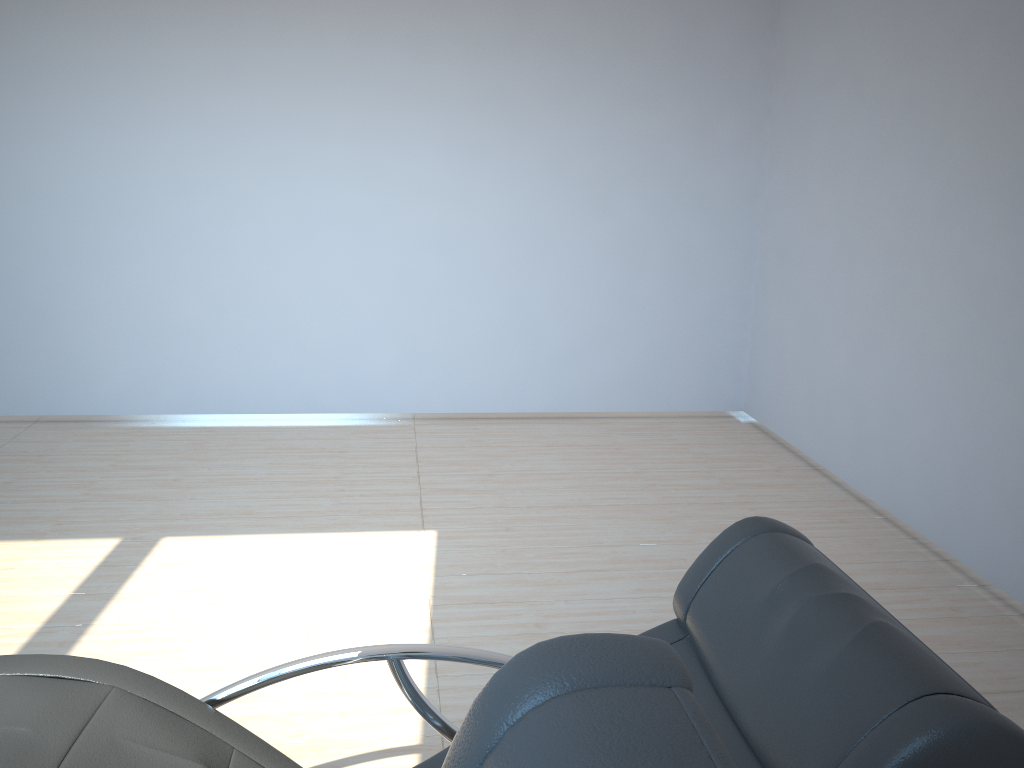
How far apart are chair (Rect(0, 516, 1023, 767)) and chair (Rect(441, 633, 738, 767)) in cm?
61

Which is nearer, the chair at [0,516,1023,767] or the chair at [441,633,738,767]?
the chair at [441,633,738,767]

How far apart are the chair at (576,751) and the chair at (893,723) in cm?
61

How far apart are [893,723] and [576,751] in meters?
0.8 m

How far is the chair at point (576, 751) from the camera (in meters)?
0.62

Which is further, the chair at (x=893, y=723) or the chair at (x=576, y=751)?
the chair at (x=893, y=723)

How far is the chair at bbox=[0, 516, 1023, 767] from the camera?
1.2 meters

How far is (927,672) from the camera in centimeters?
128cm

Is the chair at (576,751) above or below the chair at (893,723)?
above

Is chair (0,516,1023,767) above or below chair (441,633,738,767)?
below
